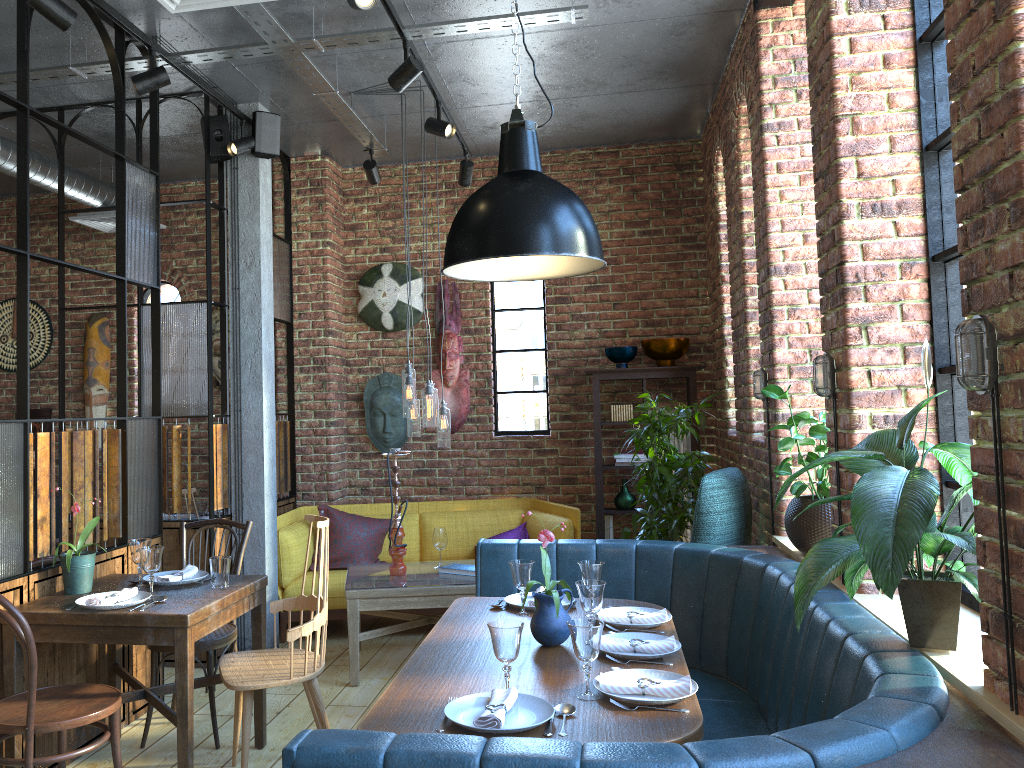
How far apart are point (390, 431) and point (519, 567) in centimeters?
341cm

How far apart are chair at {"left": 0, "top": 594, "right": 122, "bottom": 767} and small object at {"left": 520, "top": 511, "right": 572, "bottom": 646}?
1.4m

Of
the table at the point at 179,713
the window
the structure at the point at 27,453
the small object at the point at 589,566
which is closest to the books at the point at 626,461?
the window

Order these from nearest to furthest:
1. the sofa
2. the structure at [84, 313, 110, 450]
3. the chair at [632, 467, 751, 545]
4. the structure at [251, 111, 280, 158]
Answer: the chair at [632, 467, 751, 545] < the structure at [251, 111, 280, 158] < the sofa < the structure at [84, 313, 110, 450]

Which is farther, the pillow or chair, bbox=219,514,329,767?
the pillow

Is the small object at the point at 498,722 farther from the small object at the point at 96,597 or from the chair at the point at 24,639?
the small object at the point at 96,597

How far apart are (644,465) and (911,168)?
3.6m

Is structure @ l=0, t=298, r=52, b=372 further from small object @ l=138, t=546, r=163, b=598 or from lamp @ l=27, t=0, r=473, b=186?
small object @ l=138, t=546, r=163, b=598

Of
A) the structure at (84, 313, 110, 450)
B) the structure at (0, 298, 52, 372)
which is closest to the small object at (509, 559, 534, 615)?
the structure at (84, 313, 110, 450)

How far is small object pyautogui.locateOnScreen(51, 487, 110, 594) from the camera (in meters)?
3.40
